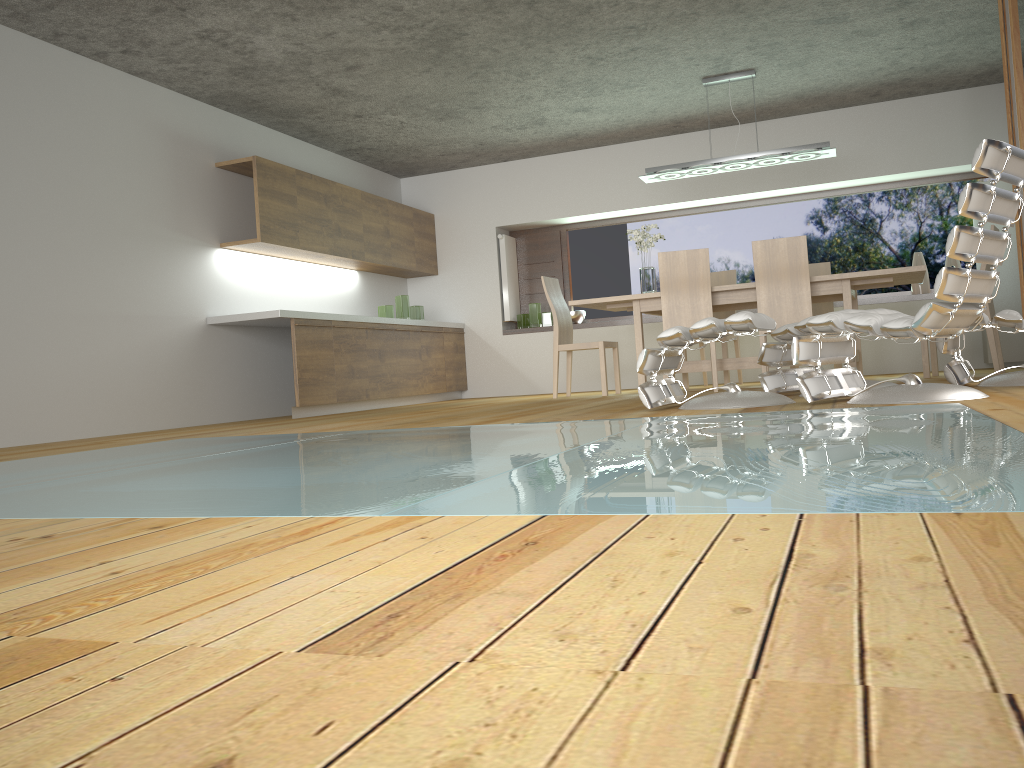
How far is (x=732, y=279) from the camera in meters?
7.8 m

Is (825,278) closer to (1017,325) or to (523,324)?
(1017,325)

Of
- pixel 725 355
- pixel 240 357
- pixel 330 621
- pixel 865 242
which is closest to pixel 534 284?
pixel 725 355

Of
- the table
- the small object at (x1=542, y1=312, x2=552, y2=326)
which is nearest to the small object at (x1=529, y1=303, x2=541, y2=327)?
the small object at (x1=542, y1=312, x2=552, y2=326)

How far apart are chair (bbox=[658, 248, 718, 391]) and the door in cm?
197

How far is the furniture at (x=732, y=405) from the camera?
4.0 meters

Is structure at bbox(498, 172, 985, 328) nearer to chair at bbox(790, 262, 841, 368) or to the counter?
chair at bbox(790, 262, 841, 368)

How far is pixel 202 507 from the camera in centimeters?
173cm

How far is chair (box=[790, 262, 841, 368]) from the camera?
7.6m

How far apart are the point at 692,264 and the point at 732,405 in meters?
2.4
